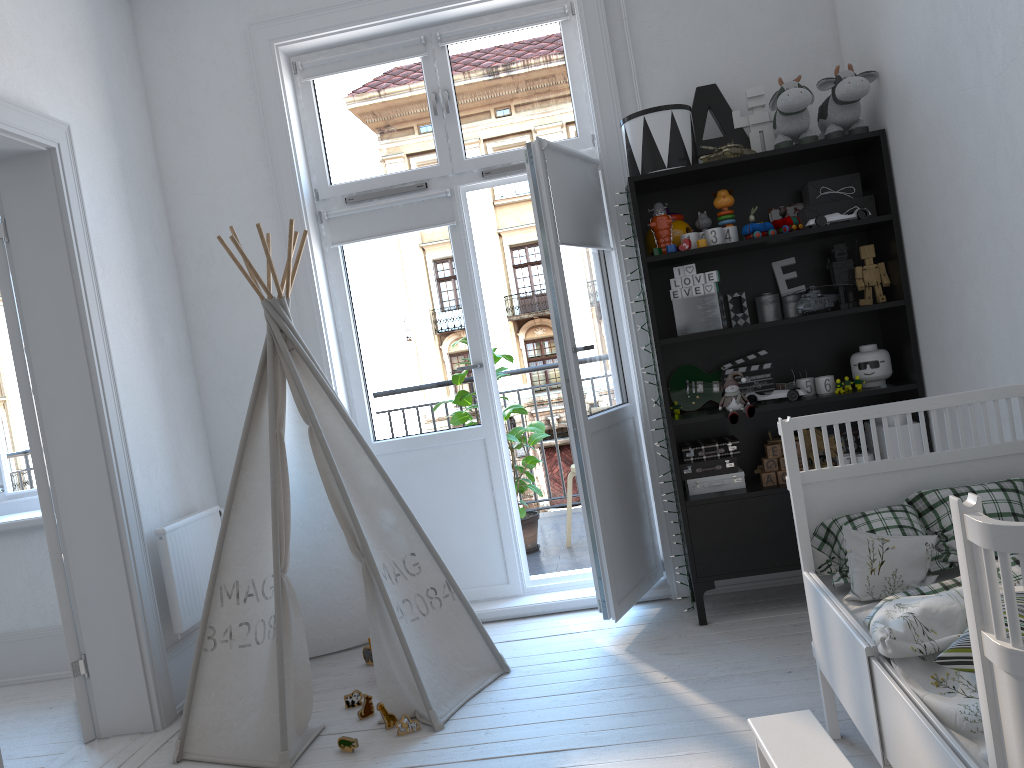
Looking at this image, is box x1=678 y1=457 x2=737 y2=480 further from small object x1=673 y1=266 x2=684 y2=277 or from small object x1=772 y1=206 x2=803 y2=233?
small object x1=772 y1=206 x2=803 y2=233

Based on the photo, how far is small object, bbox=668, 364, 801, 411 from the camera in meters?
3.5 m

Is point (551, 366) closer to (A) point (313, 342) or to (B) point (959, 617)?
(A) point (313, 342)

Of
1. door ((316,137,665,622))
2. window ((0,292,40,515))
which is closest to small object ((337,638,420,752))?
door ((316,137,665,622))

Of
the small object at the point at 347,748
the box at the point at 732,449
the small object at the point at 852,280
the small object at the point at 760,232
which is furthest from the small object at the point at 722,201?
the small object at the point at 347,748

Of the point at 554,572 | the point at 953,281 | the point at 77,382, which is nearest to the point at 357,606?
the point at 554,572

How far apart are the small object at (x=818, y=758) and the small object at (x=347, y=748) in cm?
122

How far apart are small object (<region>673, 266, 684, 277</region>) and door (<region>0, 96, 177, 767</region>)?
2.1m

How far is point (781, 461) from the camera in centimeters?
329cm

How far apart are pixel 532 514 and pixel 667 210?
2.14m
